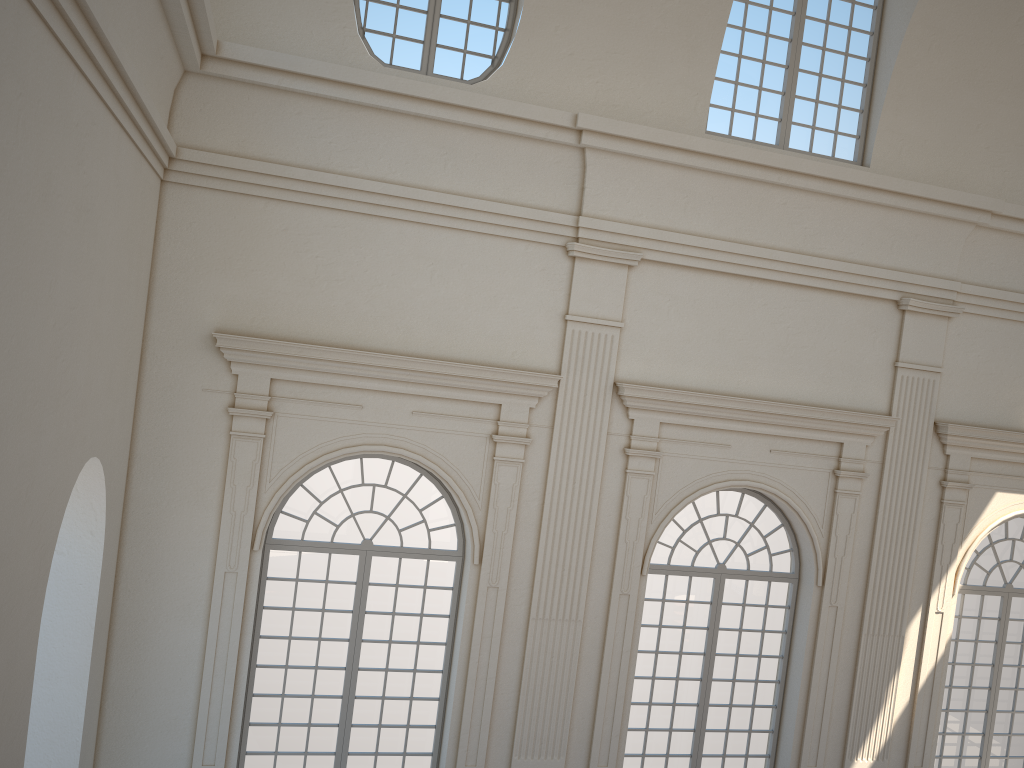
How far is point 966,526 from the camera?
11.21m
